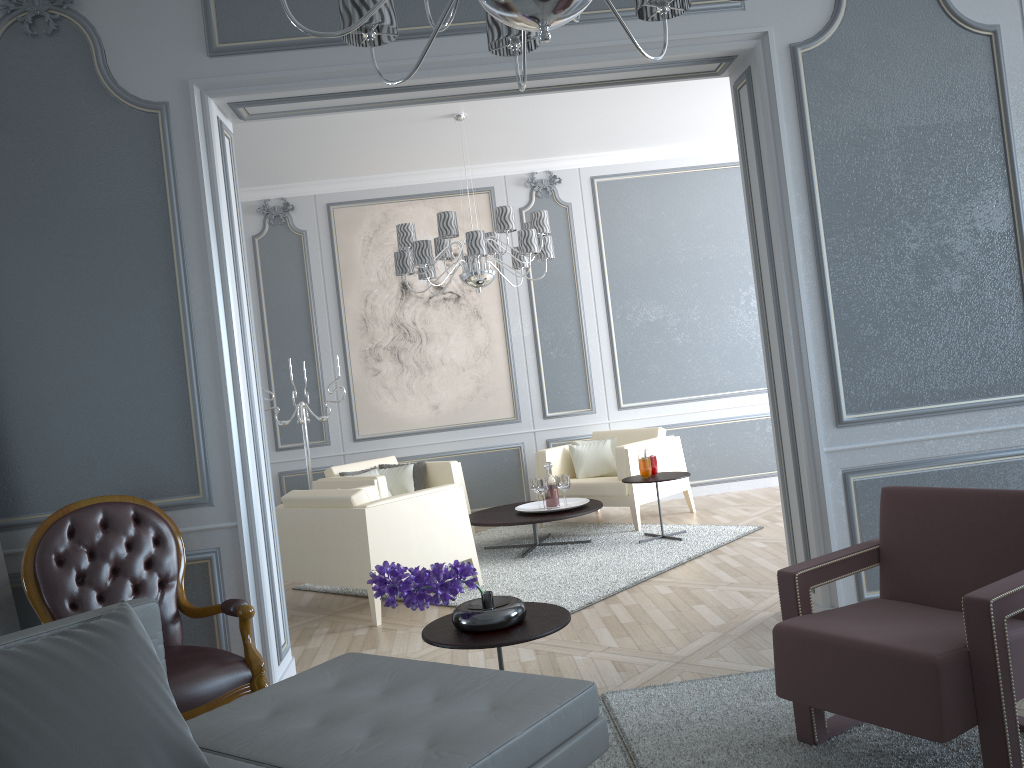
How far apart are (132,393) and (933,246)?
3.0m

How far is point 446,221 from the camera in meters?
5.0 m

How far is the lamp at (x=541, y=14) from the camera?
1.5 meters

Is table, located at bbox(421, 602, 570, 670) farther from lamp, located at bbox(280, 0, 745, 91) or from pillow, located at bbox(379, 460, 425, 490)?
pillow, located at bbox(379, 460, 425, 490)

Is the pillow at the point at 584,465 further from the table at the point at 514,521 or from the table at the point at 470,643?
the table at the point at 470,643

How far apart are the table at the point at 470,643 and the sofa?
0.1m

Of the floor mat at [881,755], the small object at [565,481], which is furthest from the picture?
the floor mat at [881,755]

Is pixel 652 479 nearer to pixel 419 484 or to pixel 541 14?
pixel 419 484

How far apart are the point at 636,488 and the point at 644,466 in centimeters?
45cm

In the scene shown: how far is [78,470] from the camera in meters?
3.1 m
